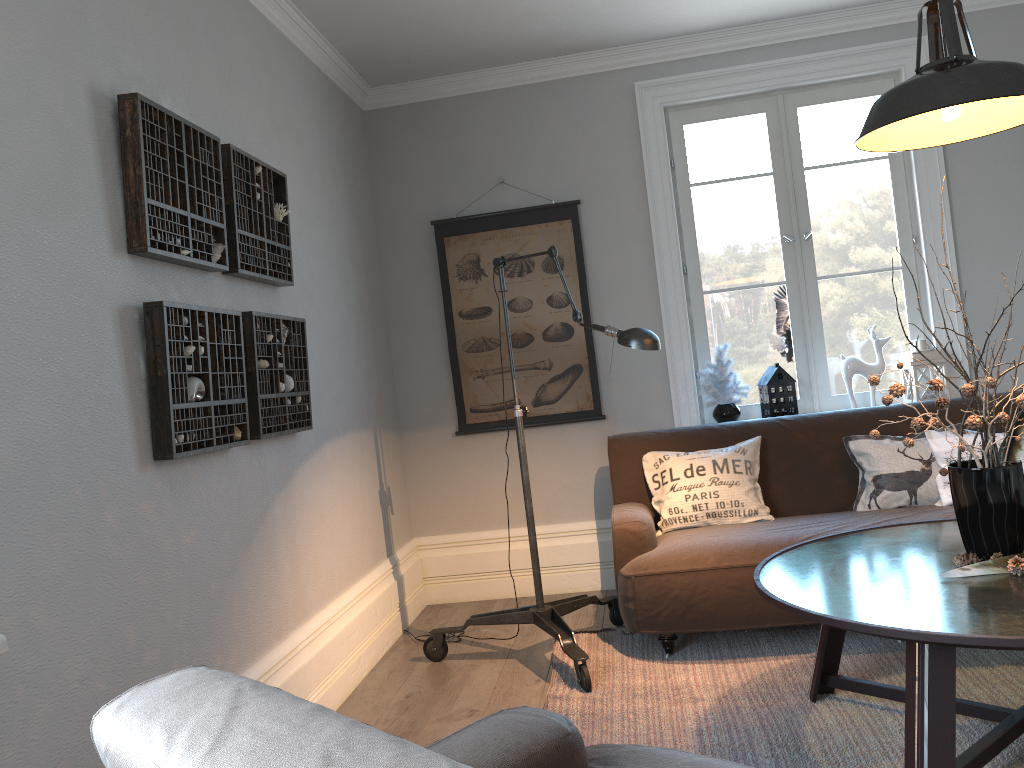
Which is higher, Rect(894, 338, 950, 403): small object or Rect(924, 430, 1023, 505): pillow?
Rect(894, 338, 950, 403): small object

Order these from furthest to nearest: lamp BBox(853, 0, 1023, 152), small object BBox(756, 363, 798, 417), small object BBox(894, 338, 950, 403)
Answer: small object BBox(756, 363, 798, 417), small object BBox(894, 338, 950, 403), lamp BBox(853, 0, 1023, 152)

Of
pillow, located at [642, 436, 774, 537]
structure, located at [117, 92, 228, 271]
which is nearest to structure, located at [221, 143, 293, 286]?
structure, located at [117, 92, 228, 271]

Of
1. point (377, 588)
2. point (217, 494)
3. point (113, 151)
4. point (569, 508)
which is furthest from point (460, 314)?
point (113, 151)

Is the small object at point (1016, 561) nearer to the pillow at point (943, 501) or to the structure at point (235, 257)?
the pillow at point (943, 501)

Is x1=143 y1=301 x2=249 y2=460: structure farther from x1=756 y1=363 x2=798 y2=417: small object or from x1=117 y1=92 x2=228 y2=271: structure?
x1=756 y1=363 x2=798 y2=417: small object

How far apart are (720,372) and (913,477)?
1.1 meters

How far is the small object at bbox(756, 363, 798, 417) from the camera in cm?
433

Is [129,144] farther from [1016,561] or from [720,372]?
[720,372]

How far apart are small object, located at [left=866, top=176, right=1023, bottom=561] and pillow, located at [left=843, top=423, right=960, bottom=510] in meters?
1.1
